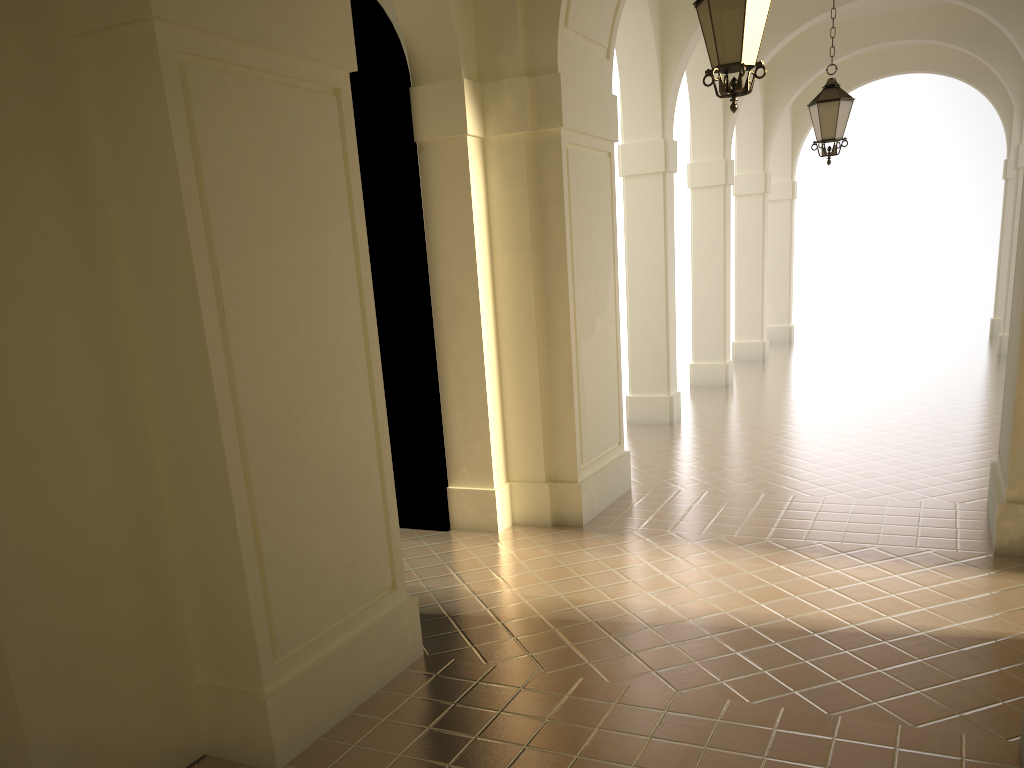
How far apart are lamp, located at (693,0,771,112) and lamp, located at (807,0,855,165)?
4.7 meters

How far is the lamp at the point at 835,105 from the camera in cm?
997

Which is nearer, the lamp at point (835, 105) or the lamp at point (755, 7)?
the lamp at point (755, 7)

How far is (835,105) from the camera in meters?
10.0

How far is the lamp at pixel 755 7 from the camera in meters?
5.5

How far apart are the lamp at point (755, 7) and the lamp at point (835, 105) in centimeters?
469cm
